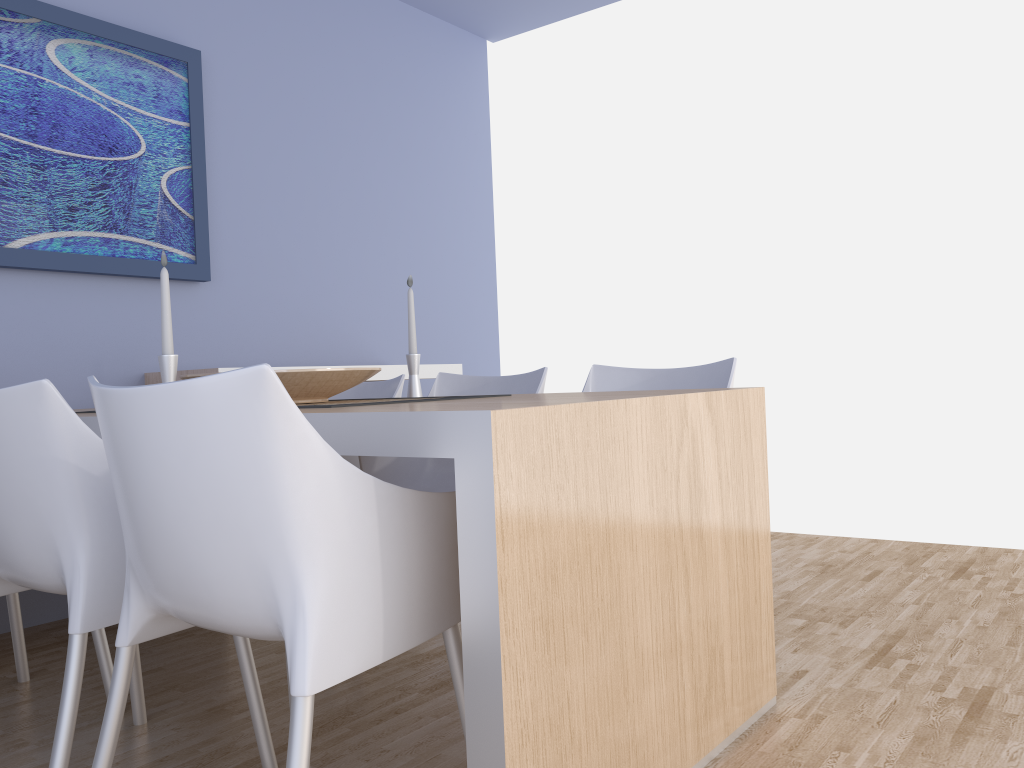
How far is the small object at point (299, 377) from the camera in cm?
204

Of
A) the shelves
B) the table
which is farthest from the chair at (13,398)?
the shelves

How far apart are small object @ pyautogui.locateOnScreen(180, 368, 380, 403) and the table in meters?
0.4 m

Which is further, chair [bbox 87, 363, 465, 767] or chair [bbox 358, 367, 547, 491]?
chair [bbox 358, 367, 547, 491]

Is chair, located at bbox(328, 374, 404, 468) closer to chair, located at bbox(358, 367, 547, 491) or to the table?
chair, located at bbox(358, 367, 547, 491)

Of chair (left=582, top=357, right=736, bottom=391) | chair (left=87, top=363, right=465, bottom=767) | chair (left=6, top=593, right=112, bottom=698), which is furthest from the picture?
chair (left=87, top=363, right=465, bottom=767)

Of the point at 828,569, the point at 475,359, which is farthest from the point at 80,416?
the point at 475,359

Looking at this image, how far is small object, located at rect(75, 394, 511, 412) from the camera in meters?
2.0

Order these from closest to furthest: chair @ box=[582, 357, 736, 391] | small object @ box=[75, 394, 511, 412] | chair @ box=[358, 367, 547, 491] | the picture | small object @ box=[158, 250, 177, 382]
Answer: small object @ box=[158, 250, 177, 382]
small object @ box=[75, 394, 511, 412]
chair @ box=[582, 357, 736, 391]
chair @ box=[358, 367, 547, 491]
the picture

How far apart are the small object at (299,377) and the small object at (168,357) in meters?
0.2
